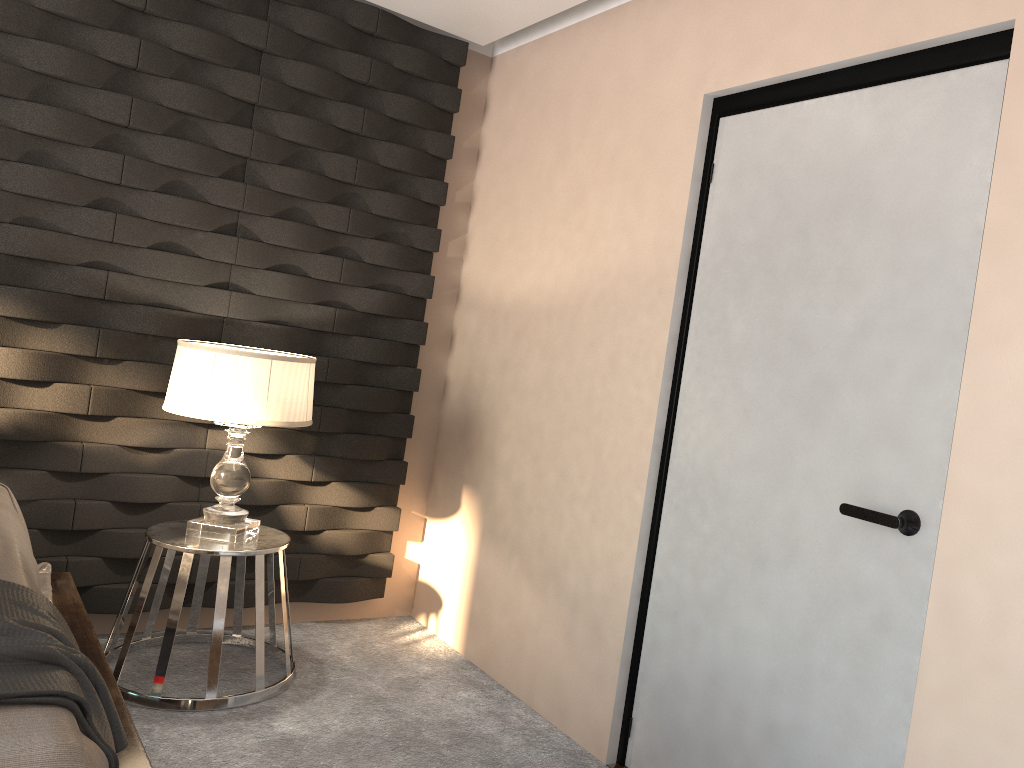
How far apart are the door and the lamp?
1.2 meters

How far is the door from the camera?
2.0 meters

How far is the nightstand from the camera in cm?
278

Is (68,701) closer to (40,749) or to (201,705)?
(40,749)

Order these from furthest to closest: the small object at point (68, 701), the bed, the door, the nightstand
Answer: the nightstand < the door < the small object at point (68, 701) < the bed

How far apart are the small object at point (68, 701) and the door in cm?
150

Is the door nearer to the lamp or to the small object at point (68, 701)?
the lamp

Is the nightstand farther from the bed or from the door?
the door

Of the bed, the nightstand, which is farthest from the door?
the bed

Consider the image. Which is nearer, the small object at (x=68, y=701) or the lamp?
the small object at (x=68, y=701)
